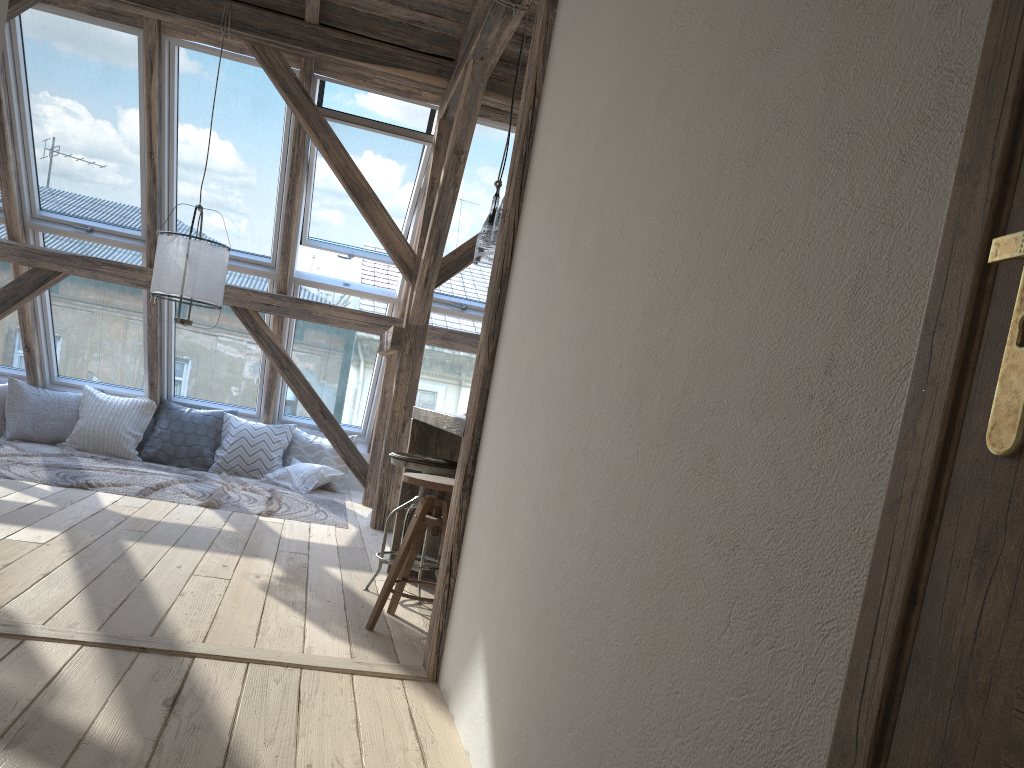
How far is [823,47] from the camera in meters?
1.1

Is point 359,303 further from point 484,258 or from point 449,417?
point 449,417

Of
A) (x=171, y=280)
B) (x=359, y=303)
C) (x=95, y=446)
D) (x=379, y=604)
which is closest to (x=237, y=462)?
(x=95, y=446)

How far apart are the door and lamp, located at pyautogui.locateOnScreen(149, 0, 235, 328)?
4.9m

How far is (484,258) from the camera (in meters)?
3.99

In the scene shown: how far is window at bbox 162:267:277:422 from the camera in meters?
7.1

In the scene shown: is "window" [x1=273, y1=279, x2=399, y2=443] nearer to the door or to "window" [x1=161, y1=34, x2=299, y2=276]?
"window" [x1=161, y1=34, x2=299, y2=276]

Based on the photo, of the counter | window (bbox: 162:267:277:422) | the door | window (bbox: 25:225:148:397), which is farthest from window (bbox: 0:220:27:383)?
the door

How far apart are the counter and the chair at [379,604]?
0.19m

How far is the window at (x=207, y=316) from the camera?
7.08m
